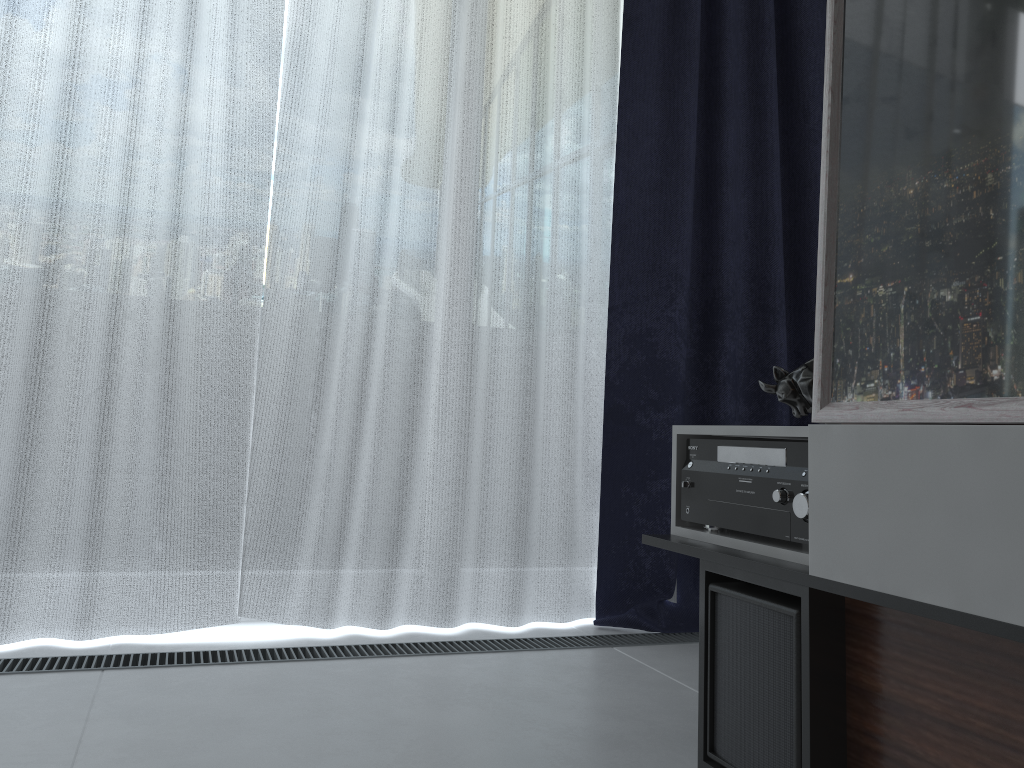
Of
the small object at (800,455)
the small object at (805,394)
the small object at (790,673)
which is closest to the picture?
the small object at (800,455)

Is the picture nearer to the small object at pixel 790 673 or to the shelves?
the shelves

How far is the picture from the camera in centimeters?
91cm

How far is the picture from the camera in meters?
0.9 m

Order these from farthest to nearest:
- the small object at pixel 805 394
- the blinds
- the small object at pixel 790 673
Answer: the blinds
the small object at pixel 805 394
the small object at pixel 790 673

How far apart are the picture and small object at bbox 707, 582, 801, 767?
0.3m

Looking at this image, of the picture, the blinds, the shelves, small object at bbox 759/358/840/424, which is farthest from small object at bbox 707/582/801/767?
the blinds

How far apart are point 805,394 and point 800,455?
0.3m

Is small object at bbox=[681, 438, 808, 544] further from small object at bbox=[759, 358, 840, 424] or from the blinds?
the blinds

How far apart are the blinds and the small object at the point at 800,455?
0.8m
